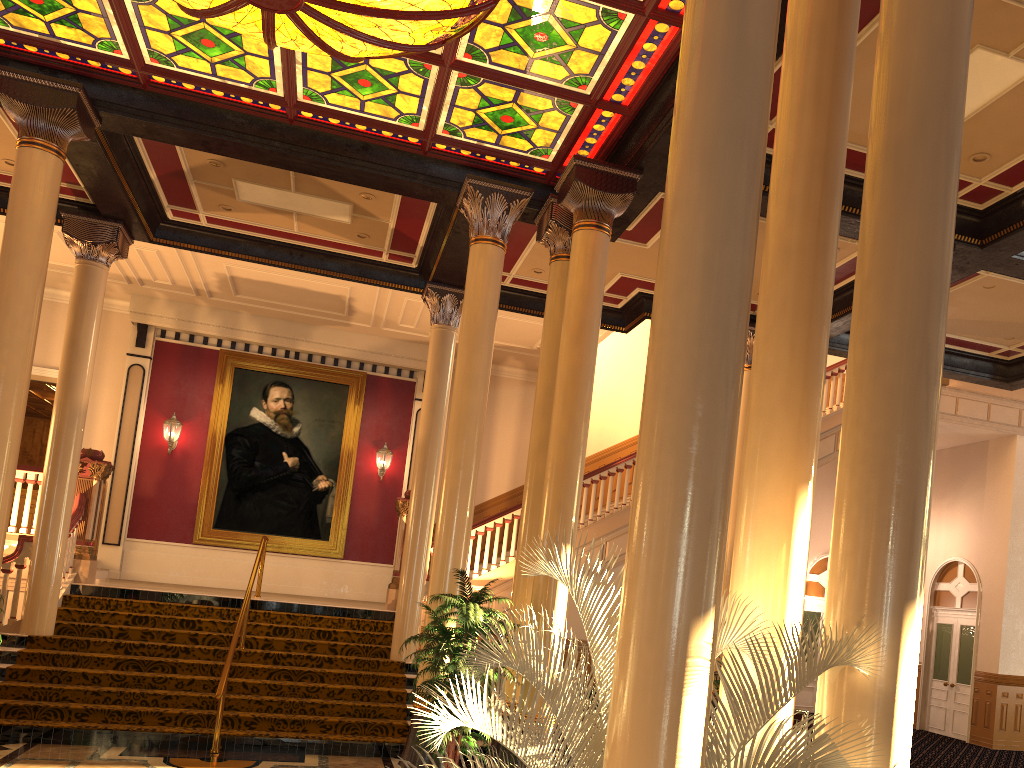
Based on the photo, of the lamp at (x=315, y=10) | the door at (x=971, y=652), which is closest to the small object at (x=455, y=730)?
the lamp at (x=315, y=10)

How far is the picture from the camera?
15.6 meters

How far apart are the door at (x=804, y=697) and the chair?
8.91m

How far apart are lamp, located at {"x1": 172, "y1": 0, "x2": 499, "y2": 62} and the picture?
9.58m

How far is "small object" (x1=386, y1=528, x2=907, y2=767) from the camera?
3.0m

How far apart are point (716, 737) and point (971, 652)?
15.10m

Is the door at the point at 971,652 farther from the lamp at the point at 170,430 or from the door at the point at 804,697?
the lamp at the point at 170,430

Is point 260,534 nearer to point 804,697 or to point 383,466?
point 383,466

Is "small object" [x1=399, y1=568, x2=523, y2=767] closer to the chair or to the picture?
the chair

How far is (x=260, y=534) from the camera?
15.6 meters
